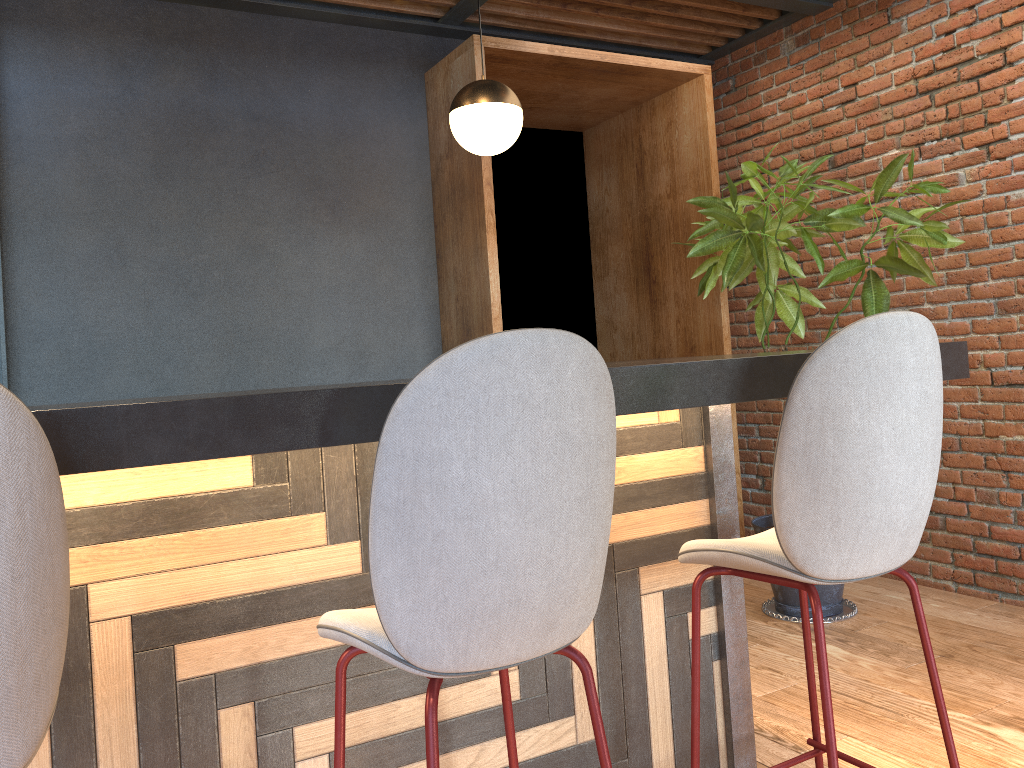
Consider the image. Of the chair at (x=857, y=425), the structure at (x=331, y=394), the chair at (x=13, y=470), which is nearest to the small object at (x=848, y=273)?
the structure at (x=331, y=394)

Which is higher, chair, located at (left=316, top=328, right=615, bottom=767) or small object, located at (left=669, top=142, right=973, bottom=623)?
small object, located at (left=669, top=142, right=973, bottom=623)

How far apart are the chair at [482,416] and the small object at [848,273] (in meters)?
2.39

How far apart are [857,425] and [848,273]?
2.22m

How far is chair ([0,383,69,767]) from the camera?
0.9m

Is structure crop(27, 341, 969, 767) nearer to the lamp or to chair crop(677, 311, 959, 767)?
chair crop(677, 311, 959, 767)

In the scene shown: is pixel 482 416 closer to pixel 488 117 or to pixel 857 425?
pixel 857 425

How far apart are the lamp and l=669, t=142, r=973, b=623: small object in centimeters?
99cm

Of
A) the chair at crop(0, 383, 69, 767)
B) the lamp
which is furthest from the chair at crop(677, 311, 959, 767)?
the lamp

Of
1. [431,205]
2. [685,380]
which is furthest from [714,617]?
[431,205]
